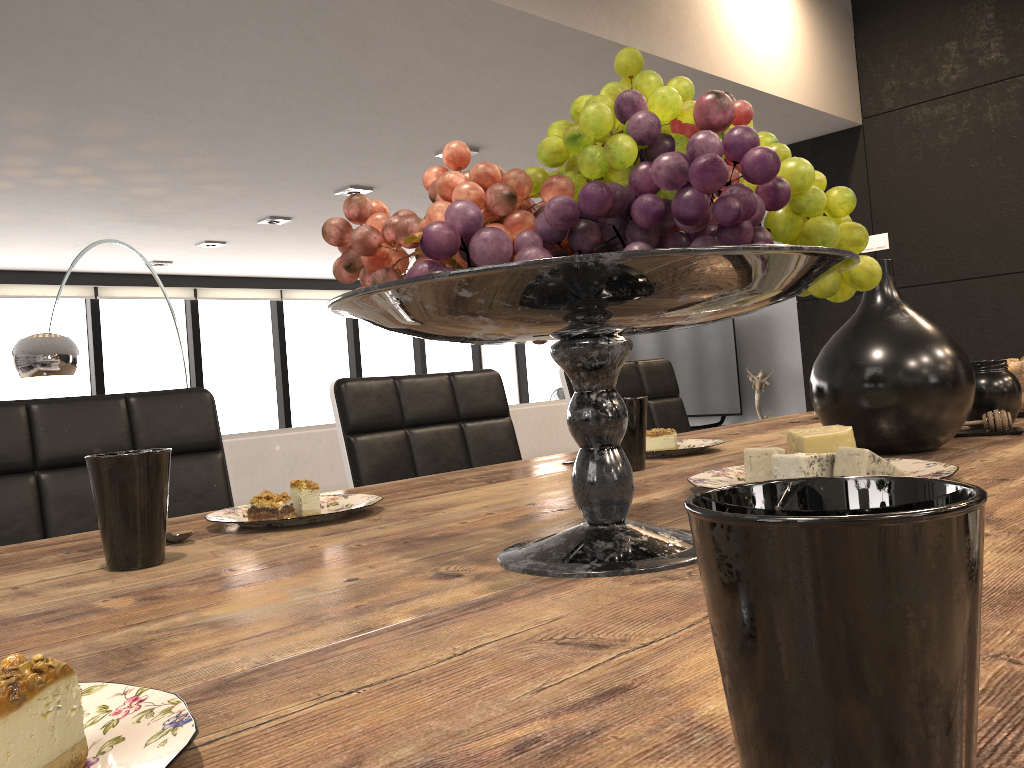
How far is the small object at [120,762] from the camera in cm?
31

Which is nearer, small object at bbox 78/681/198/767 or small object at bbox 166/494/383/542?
small object at bbox 78/681/198/767

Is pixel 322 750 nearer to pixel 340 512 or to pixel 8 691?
pixel 8 691

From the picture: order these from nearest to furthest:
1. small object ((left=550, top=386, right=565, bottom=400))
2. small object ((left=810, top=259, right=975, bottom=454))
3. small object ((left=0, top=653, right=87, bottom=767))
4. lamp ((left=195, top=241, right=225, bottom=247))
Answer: small object ((left=0, top=653, right=87, bottom=767))
small object ((left=810, top=259, right=975, bottom=454))
lamp ((left=195, top=241, right=225, bottom=247))
small object ((left=550, top=386, right=565, bottom=400))

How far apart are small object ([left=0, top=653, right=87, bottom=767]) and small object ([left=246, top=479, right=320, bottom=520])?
0.6m

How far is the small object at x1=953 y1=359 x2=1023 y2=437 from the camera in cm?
123

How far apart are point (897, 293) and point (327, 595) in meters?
0.8

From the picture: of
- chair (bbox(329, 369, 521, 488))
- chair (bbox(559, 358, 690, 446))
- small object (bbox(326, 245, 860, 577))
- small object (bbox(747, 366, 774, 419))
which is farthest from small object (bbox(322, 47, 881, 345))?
small object (bbox(747, 366, 774, 419))

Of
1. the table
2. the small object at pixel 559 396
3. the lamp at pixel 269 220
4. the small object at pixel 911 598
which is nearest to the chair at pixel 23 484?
the table

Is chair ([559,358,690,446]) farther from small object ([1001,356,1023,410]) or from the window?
the window
